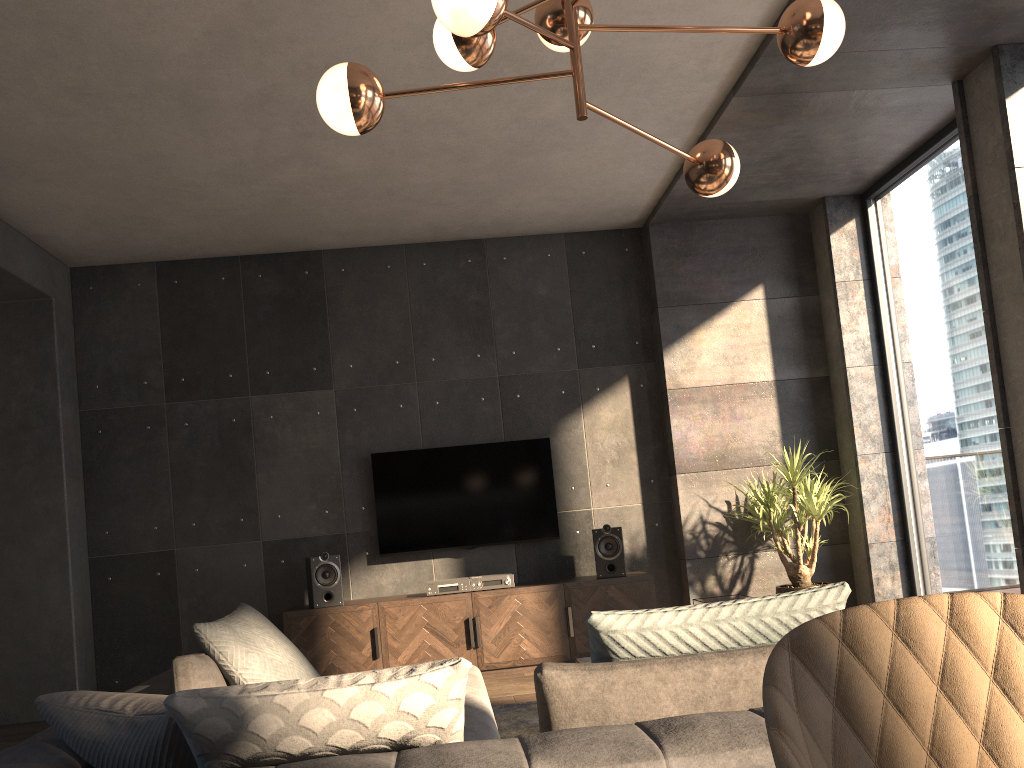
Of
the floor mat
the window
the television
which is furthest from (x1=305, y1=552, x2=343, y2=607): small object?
the window

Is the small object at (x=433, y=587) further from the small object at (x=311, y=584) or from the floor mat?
the floor mat

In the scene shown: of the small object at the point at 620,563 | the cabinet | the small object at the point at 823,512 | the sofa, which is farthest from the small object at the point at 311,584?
the small object at the point at 823,512

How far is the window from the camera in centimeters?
507cm

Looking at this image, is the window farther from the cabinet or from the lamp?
the lamp

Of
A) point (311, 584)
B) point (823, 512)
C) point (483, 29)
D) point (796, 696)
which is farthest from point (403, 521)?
point (796, 696)

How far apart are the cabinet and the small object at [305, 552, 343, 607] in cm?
4

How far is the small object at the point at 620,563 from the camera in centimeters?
575cm

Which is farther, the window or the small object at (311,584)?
the small object at (311,584)

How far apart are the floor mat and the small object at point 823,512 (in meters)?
2.00
